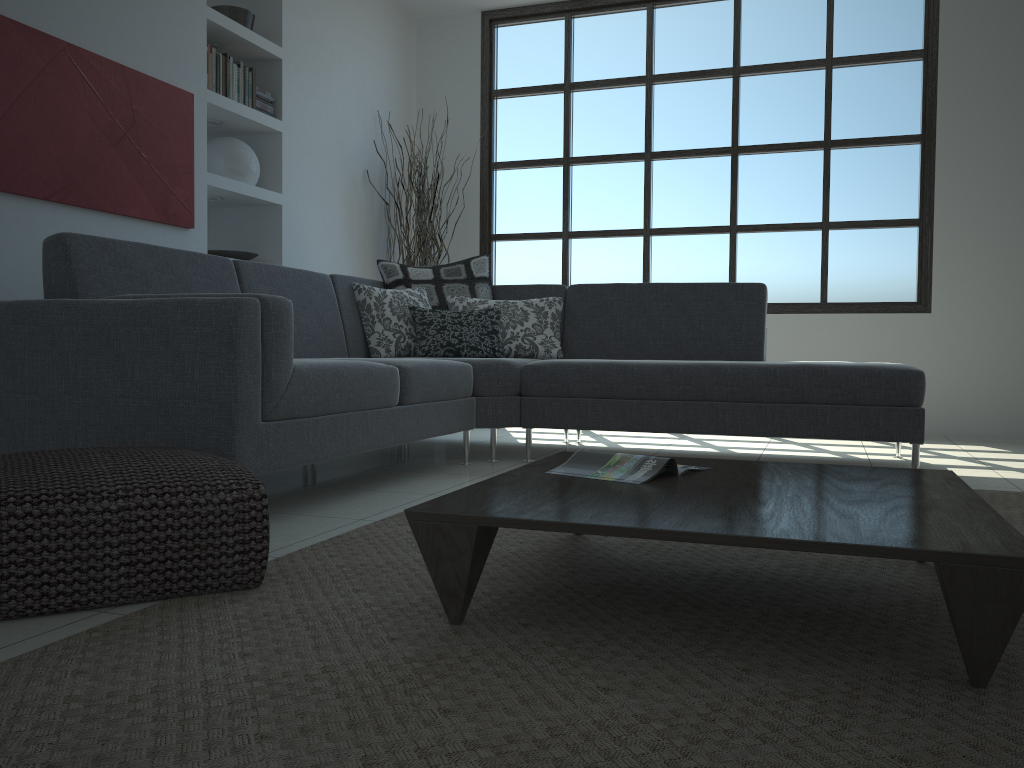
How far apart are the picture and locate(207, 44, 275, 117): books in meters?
0.2 m

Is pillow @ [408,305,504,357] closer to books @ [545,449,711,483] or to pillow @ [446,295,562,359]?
pillow @ [446,295,562,359]

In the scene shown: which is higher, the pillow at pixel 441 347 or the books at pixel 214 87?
the books at pixel 214 87

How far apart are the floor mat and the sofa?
0.3 meters

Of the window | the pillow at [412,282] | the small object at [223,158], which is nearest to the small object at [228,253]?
the small object at [223,158]

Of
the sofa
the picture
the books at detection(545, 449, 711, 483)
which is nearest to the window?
the sofa

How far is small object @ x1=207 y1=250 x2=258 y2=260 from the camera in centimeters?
482cm

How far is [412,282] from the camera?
4.6 meters

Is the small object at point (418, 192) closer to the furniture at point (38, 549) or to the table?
the table

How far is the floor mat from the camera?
1.13m
